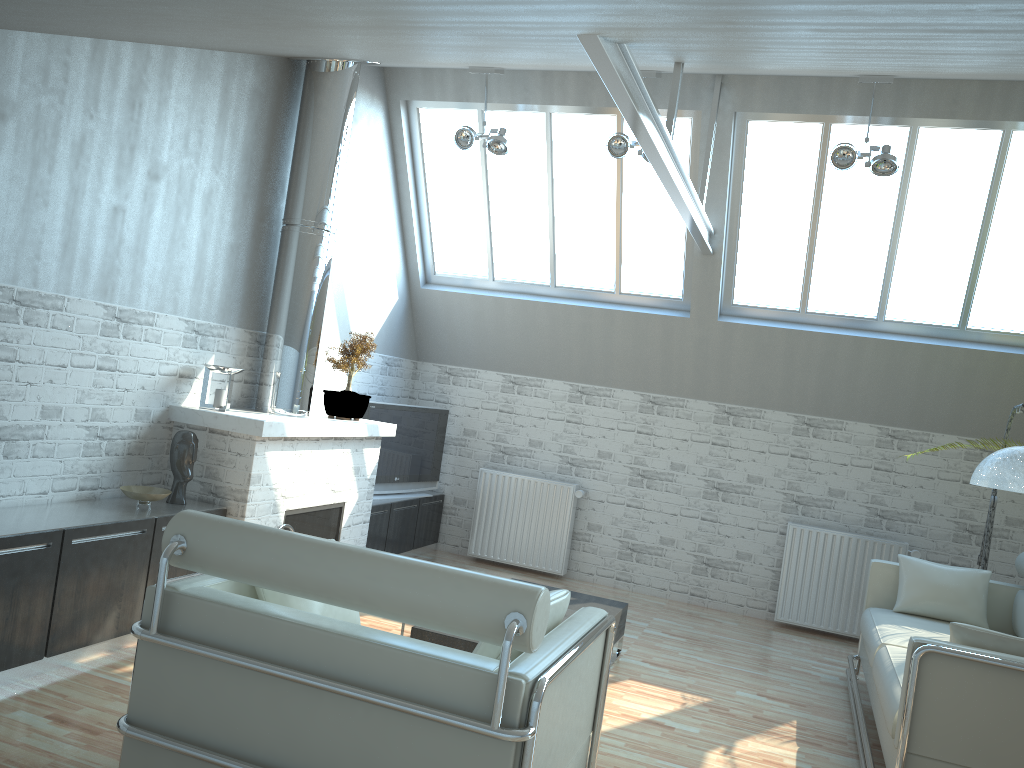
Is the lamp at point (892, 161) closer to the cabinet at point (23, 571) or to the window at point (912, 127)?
the window at point (912, 127)

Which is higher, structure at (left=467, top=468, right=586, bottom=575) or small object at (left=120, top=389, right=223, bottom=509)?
small object at (left=120, top=389, right=223, bottom=509)

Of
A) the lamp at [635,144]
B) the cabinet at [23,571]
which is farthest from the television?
the lamp at [635,144]

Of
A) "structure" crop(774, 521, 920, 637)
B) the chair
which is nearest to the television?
"structure" crop(774, 521, 920, 637)

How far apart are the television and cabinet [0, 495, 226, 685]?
4.03m

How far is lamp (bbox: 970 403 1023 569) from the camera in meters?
9.1 m

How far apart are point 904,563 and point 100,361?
9.48m

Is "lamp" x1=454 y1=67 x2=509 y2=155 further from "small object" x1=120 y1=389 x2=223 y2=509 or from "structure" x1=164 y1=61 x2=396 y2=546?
"small object" x1=120 y1=389 x2=223 y2=509

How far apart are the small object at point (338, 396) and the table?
4.1m

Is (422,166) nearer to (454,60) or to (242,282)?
(454,60)
